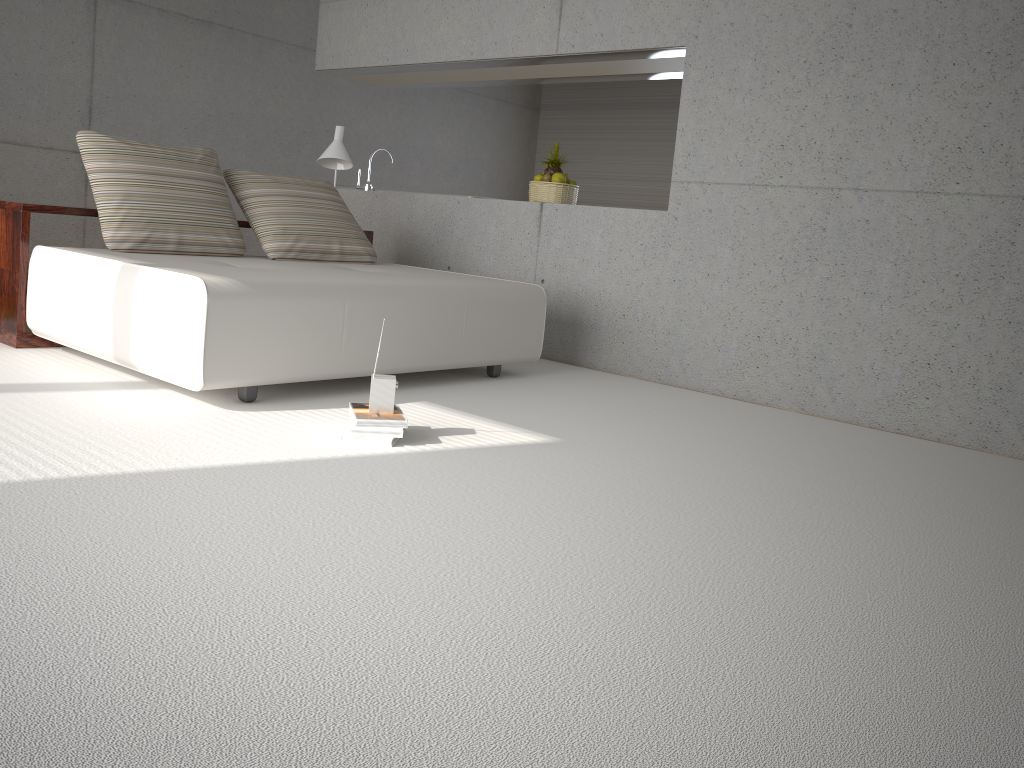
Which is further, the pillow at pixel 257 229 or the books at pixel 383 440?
the pillow at pixel 257 229

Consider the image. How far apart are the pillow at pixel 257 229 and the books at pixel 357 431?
2.1m

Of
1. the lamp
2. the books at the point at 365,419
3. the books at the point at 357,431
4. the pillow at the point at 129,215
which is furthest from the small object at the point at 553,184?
the books at the point at 357,431

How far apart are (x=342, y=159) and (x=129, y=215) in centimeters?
173cm

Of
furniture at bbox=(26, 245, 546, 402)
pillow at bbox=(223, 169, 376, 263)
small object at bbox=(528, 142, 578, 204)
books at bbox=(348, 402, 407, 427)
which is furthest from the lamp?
books at bbox=(348, 402, 407, 427)

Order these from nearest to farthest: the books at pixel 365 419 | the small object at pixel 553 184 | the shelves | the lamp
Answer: the books at pixel 365 419
the shelves
the lamp
the small object at pixel 553 184

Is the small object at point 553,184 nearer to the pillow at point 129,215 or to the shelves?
the shelves

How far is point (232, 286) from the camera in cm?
344

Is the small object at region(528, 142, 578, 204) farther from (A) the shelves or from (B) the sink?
(B) the sink

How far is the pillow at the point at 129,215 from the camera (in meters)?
4.38
